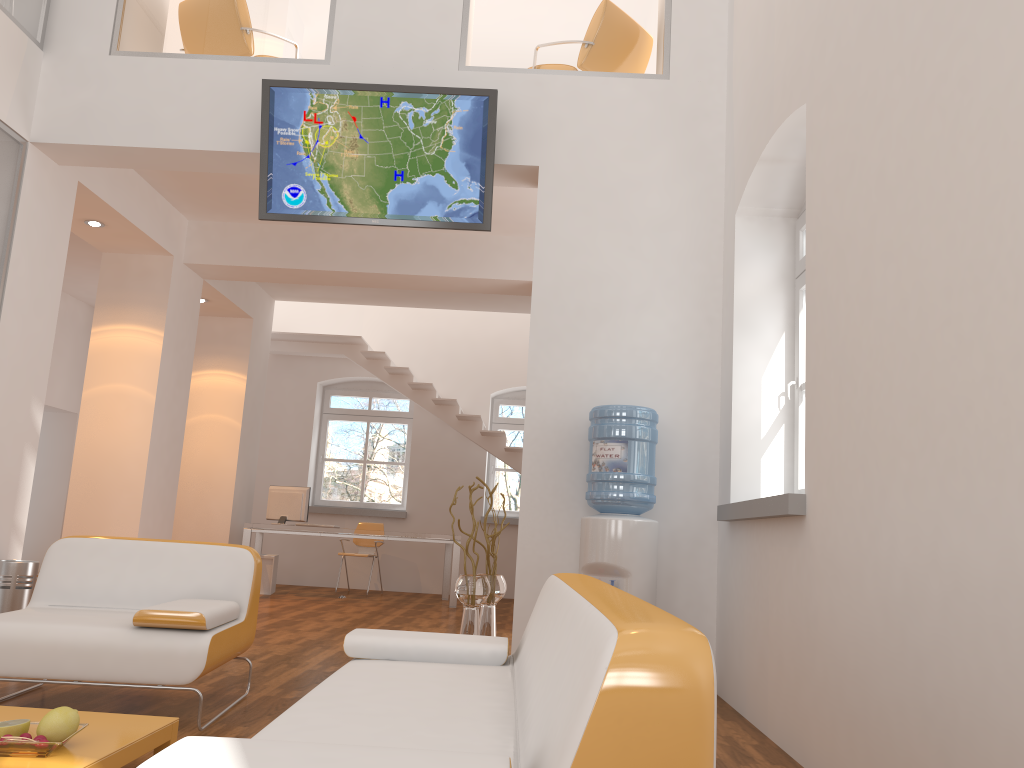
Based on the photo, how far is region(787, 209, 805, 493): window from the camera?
4.62m

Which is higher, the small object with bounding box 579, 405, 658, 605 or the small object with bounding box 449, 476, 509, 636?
the small object with bounding box 579, 405, 658, 605

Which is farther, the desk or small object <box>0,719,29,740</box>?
the desk

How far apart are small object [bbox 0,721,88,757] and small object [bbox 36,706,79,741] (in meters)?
0.06

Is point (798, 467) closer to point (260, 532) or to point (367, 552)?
point (260, 532)

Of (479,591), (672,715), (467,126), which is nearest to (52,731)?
(672,715)

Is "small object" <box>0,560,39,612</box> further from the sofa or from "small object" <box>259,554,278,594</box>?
"small object" <box>259,554,278,594</box>

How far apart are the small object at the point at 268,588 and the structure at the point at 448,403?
2.5 meters

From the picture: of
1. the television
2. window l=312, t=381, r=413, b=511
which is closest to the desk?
window l=312, t=381, r=413, b=511

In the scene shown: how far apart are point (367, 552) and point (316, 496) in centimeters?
140cm
